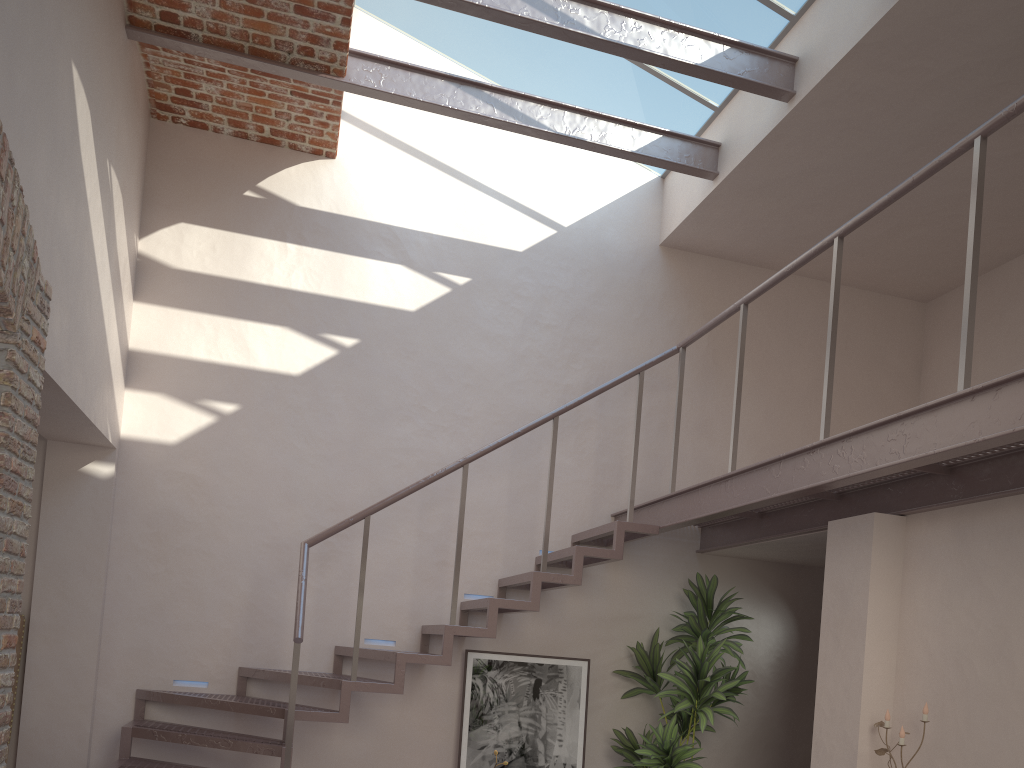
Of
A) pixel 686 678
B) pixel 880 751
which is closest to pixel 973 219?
pixel 880 751

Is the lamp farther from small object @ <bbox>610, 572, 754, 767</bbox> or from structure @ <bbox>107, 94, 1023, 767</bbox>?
small object @ <bbox>610, 572, 754, 767</bbox>

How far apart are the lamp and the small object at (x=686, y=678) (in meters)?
1.44

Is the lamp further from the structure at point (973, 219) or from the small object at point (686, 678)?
the small object at point (686, 678)

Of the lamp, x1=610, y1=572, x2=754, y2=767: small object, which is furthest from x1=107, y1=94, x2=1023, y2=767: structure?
the lamp

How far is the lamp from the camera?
4.1 meters

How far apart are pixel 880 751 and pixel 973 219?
2.29m

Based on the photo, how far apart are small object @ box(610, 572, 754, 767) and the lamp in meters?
1.4 m

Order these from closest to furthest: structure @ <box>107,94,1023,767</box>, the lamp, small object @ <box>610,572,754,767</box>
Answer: structure @ <box>107,94,1023,767</box>, the lamp, small object @ <box>610,572,754,767</box>

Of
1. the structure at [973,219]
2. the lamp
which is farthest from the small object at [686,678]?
the lamp
